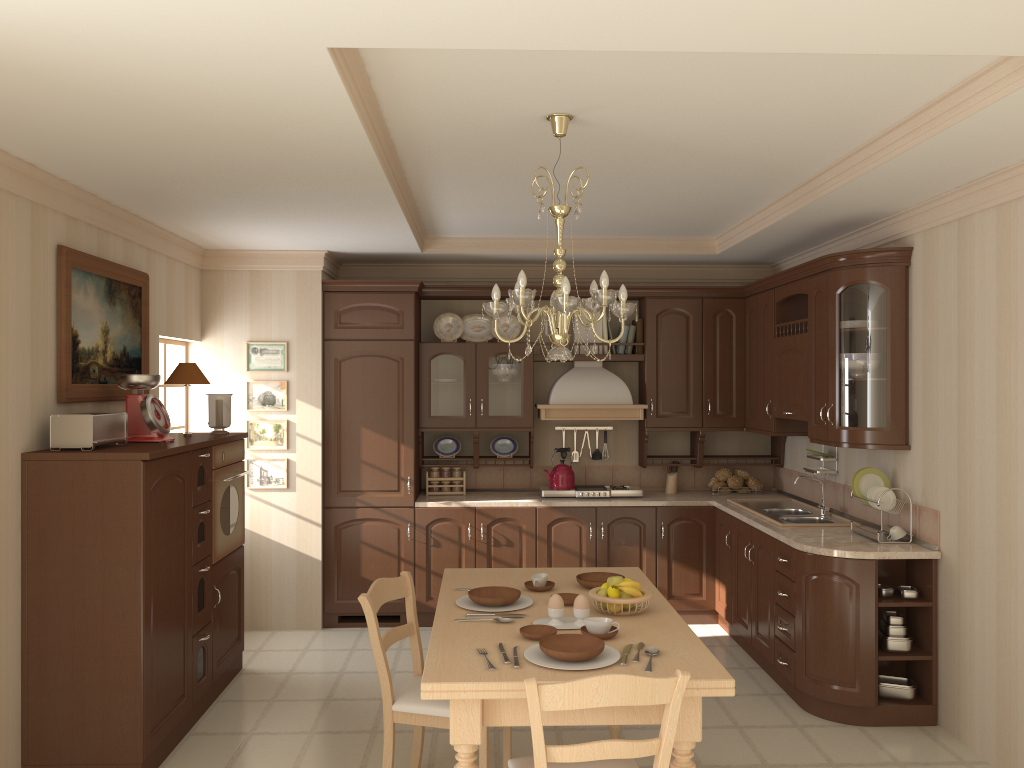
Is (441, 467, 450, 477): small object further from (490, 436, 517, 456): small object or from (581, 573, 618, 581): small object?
(581, 573, 618, 581): small object

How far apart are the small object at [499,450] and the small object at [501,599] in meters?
2.9 m

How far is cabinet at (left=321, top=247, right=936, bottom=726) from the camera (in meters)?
4.30

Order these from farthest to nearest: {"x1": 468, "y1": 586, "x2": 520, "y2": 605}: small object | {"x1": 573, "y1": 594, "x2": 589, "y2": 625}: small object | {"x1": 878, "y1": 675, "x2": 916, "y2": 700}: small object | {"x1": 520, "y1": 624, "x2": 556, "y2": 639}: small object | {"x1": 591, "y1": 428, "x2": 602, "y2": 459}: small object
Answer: {"x1": 591, "y1": 428, "x2": 602, "y2": 459}: small object < {"x1": 878, "y1": 675, "x2": 916, "y2": 700}: small object < {"x1": 468, "y1": 586, "x2": 520, "y2": 605}: small object < {"x1": 573, "y1": 594, "x2": 589, "y2": 625}: small object < {"x1": 520, "y1": 624, "x2": 556, "y2": 639}: small object

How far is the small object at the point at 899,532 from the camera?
4.4 meters

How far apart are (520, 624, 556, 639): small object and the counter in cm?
185

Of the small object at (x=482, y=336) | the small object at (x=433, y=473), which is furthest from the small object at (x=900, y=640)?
the small object at (x=482, y=336)

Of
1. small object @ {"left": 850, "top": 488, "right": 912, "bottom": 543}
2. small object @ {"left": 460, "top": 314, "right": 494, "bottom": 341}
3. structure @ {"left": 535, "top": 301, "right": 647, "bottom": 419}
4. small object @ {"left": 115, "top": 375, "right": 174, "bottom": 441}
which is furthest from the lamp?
small object @ {"left": 460, "top": 314, "right": 494, "bottom": 341}

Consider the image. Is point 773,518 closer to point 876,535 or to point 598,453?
point 876,535

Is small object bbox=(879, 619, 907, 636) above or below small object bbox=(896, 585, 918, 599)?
below
